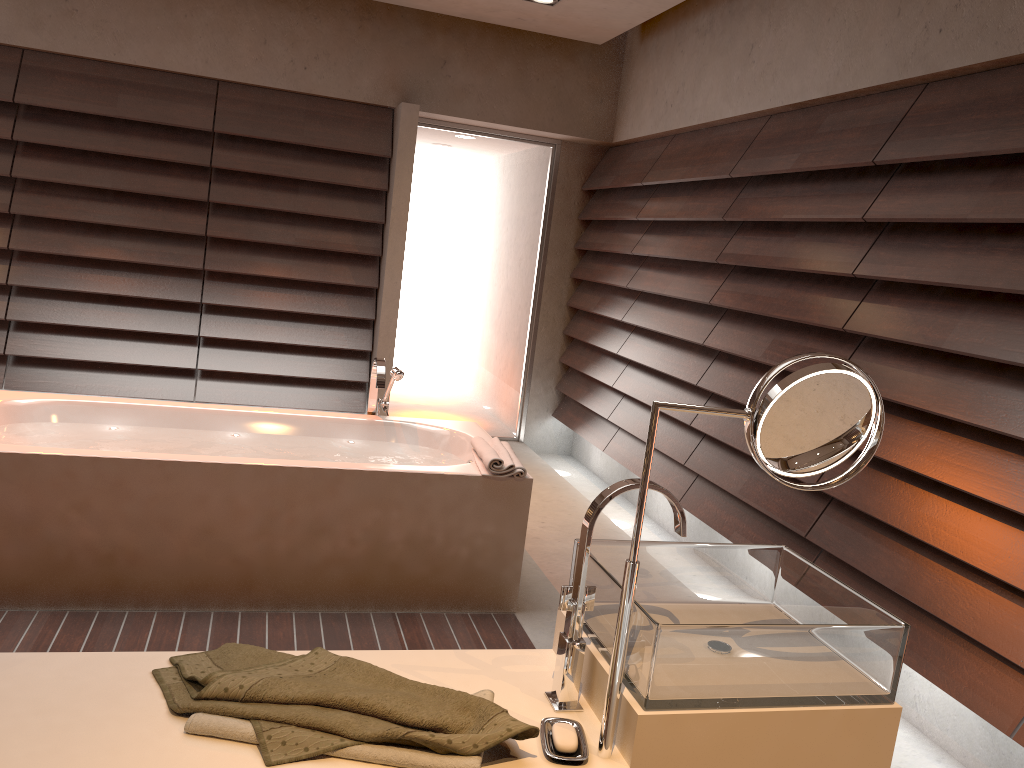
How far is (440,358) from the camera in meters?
Answer: 5.8

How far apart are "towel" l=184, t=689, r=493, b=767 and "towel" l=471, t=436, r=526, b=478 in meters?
1.7

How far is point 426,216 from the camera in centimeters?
559cm

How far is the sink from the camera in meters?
1.2 m

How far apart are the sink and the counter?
0.0 meters

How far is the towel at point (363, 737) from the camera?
1.1 meters

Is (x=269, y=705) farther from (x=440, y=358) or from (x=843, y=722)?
(x=440, y=358)

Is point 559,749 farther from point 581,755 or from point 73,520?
point 73,520

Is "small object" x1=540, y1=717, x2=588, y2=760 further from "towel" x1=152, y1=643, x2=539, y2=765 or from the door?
the door

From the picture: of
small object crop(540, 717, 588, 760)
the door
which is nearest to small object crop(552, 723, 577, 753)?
small object crop(540, 717, 588, 760)
